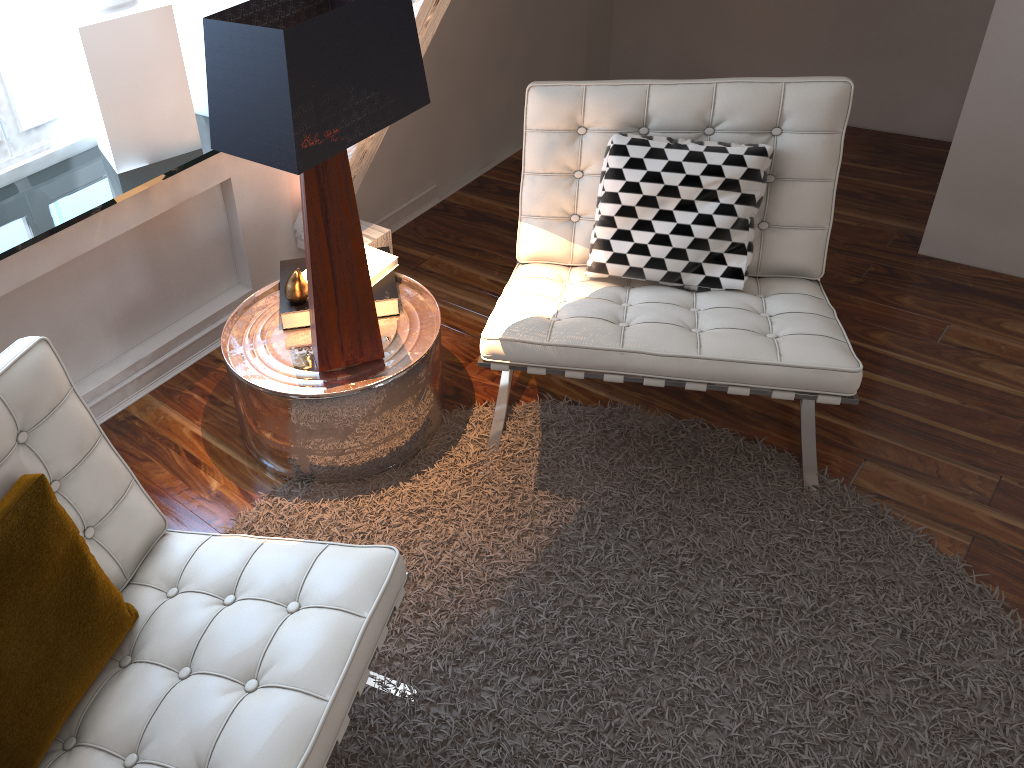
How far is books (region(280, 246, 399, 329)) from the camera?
1.9 meters

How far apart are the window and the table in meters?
0.6

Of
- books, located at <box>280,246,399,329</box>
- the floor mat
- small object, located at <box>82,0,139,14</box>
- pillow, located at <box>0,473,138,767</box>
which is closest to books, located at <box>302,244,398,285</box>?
books, located at <box>280,246,399,329</box>

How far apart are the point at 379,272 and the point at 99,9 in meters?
0.8

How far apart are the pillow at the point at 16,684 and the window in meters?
1.2

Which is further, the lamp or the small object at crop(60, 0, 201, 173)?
the small object at crop(60, 0, 201, 173)

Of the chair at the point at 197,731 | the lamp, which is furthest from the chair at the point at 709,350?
the chair at the point at 197,731

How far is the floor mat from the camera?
1.5 meters

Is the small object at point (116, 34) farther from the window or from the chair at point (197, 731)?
the chair at point (197, 731)

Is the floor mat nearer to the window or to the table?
the table
